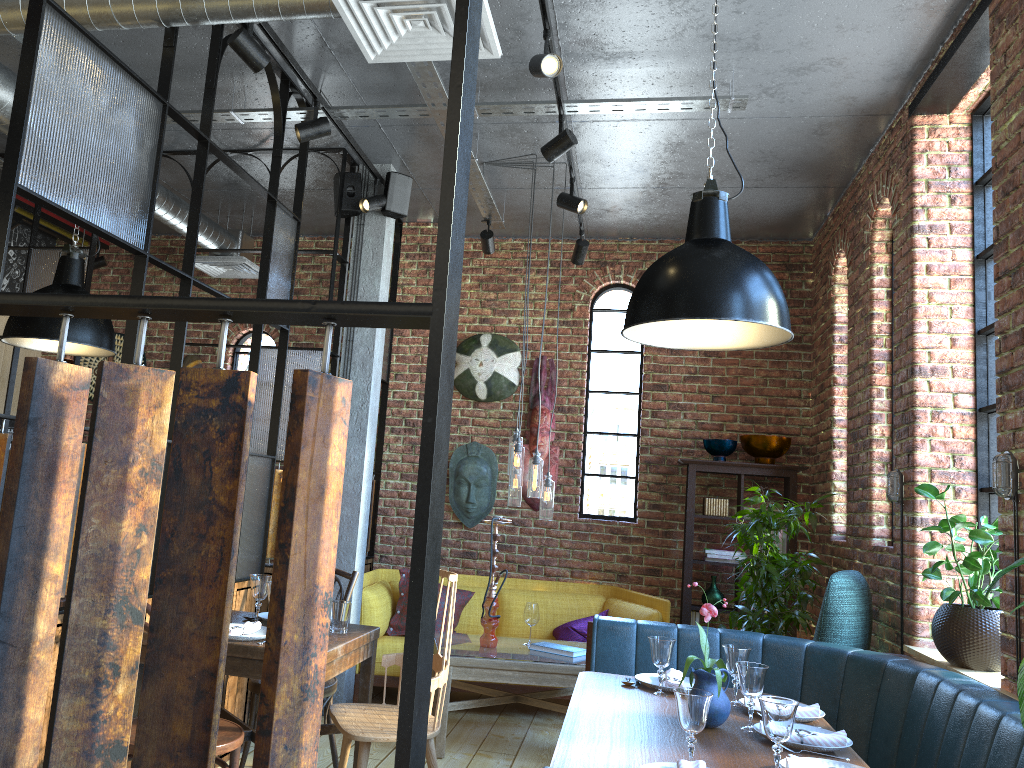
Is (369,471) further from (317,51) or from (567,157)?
(317,51)

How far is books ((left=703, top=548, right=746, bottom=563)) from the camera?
6.0 meters

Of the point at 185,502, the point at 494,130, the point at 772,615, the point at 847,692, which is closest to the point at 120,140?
the point at 494,130

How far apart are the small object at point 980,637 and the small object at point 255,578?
2.6 meters

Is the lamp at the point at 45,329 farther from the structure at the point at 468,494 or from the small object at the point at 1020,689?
the small object at the point at 1020,689

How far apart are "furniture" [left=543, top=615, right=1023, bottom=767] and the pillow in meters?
1.8

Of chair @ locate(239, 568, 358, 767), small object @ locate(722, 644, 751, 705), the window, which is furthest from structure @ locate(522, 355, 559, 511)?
small object @ locate(722, 644, 751, 705)

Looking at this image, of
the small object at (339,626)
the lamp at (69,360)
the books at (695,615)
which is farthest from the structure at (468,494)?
the small object at (339,626)

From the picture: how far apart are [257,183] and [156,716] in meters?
3.7

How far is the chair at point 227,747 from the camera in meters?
2.8
